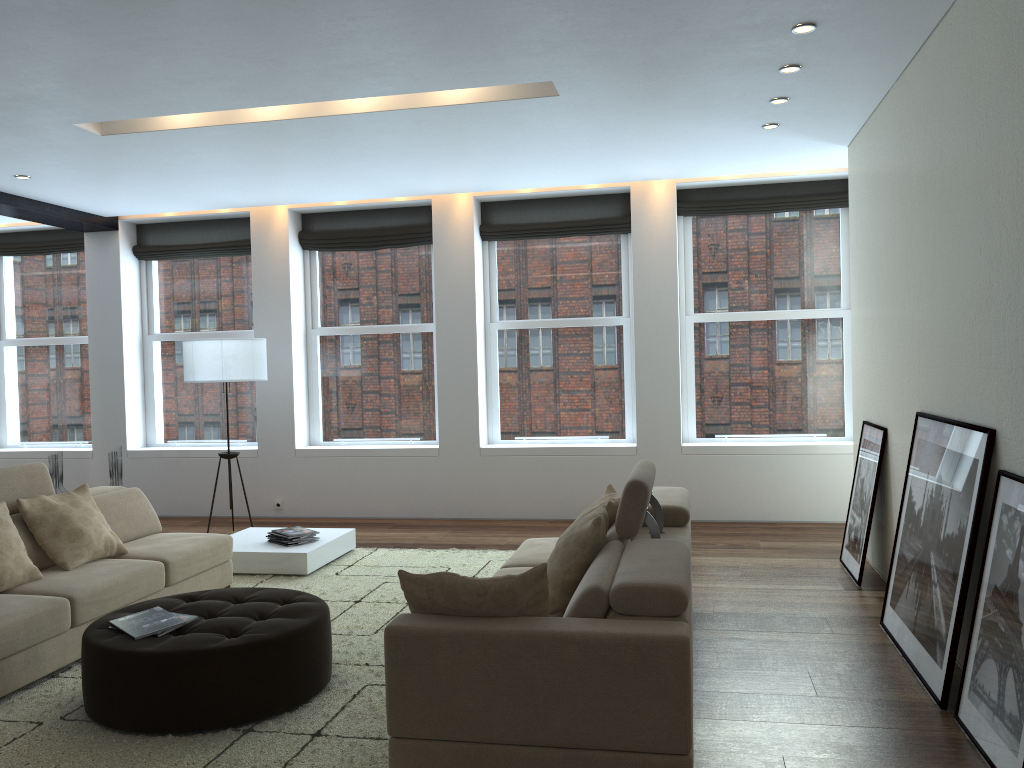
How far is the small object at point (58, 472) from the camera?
8.2m

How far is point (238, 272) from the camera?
9.1 meters

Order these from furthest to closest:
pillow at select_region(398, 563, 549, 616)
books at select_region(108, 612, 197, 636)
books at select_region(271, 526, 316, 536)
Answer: books at select_region(271, 526, 316, 536) → books at select_region(108, 612, 197, 636) → pillow at select_region(398, 563, 549, 616)

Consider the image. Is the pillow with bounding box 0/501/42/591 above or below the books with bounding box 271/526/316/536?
above

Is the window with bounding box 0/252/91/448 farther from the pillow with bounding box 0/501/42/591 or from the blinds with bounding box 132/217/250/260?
the pillow with bounding box 0/501/42/591

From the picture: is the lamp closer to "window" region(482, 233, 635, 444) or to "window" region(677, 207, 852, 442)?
"window" region(482, 233, 635, 444)

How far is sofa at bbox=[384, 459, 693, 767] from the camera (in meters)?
2.77

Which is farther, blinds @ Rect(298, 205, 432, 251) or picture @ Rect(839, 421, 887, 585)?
blinds @ Rect(298, 205, 432, 251)

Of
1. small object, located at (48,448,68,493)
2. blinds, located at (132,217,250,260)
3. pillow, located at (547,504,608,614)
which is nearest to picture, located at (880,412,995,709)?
pillow, located at (547,504,608,614)

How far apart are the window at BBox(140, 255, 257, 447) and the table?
2.2m
